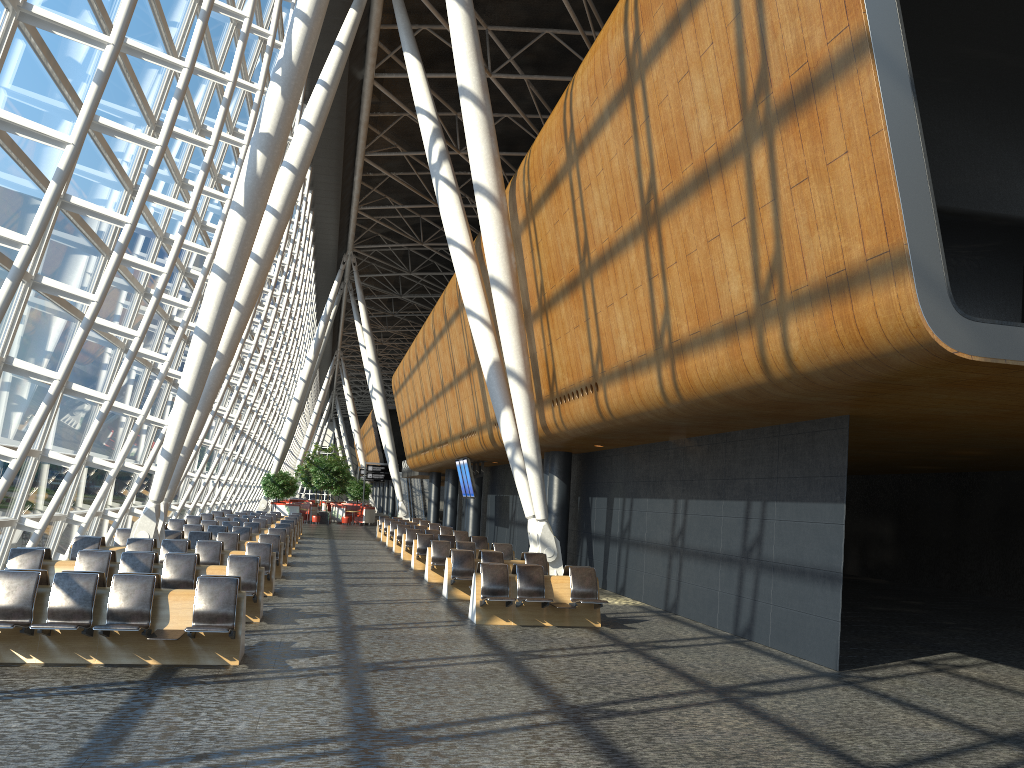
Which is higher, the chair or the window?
the window

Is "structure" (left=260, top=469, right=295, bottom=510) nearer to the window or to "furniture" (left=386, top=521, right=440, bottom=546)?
the window

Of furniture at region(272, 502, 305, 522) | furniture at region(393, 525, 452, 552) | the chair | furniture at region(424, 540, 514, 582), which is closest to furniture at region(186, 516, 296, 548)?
furniture at region(393, 525, 452, 552)

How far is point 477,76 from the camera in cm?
1624

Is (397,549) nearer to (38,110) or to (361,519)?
(38,110)

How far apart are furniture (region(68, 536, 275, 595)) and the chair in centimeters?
3407cm

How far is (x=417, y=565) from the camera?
21.27m

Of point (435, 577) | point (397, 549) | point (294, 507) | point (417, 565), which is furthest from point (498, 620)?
point (294, 507)

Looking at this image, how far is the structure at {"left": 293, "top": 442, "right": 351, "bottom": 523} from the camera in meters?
47.7

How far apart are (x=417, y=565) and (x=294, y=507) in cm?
2739
